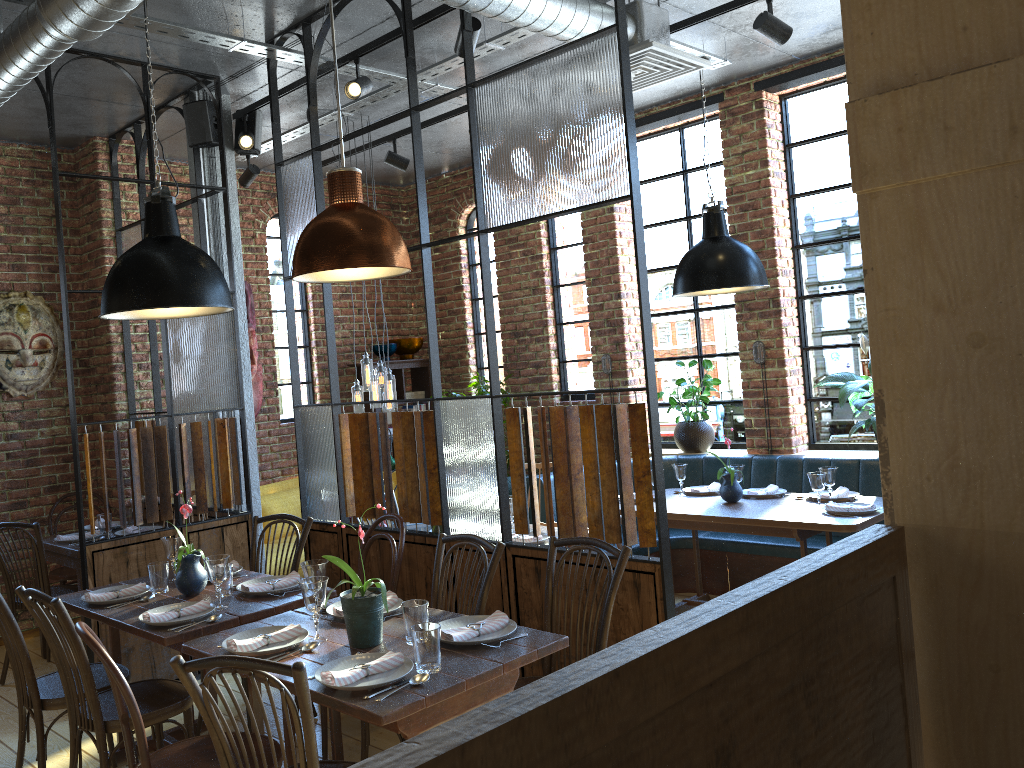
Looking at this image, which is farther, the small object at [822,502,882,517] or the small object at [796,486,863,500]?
the small object at [796,486,863,500]

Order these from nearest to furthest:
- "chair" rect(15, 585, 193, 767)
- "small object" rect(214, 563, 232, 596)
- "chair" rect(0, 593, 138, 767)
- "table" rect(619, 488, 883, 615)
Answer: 1. "chair" rect(15, 585, 193, 767)
2. "chair" rect(0, 593, 138, 767)
3. "small object" rect(214, 563, 232, 596)
4. "table" rect(619, 488, 883, 615)

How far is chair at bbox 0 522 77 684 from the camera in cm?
460

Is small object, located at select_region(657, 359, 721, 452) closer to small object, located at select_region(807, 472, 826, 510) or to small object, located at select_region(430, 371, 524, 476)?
small object, located at select_region(430, 371, 524, 476)

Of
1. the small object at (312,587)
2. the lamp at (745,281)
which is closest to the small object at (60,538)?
the small object at (312,587)

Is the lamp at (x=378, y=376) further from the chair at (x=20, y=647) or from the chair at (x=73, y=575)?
the chair at (x=20, y=647)

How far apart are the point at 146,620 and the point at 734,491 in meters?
3.3 m

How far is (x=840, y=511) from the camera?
4.55m

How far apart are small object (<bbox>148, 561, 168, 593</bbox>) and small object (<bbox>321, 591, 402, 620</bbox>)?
0.9m

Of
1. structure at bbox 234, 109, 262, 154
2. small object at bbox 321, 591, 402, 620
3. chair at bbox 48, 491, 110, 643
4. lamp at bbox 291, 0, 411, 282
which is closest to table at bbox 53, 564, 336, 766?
small object at bbox 321, 591, 402, 620
